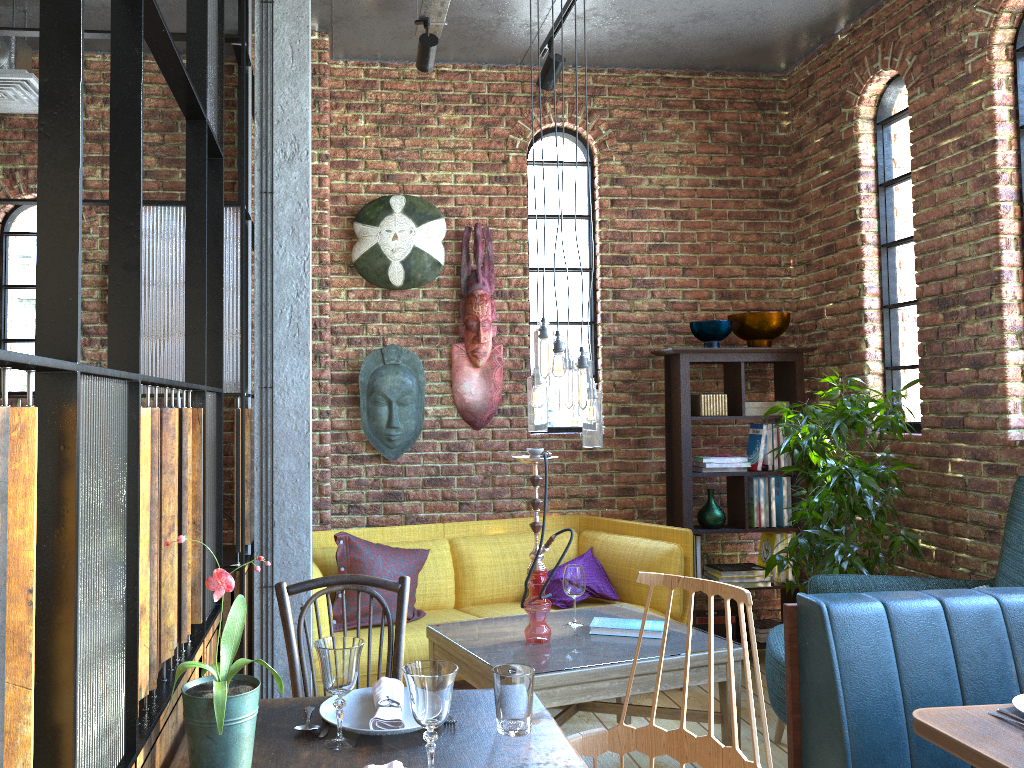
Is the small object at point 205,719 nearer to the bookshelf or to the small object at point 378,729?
the small object at point 378,729

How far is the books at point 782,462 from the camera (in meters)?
4.92

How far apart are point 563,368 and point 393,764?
1.96m

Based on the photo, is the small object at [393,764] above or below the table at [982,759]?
above

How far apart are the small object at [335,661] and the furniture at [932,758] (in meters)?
1.41

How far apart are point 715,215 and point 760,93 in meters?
0.8 m

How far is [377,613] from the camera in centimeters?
394cm

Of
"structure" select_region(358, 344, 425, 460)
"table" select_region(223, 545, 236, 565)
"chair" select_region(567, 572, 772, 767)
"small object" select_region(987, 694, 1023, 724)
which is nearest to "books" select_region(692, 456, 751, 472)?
"structure" select_region(358, 344, 425, 460)

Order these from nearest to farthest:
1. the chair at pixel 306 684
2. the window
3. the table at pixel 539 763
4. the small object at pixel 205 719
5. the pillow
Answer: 1. the small object at pixel 205 719
2. the table at pixel 539 763
3. the chair at pixel 306 684
4. the pillow
5. the window

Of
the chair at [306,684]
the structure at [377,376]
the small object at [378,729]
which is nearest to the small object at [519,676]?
the small object at [378,729]
